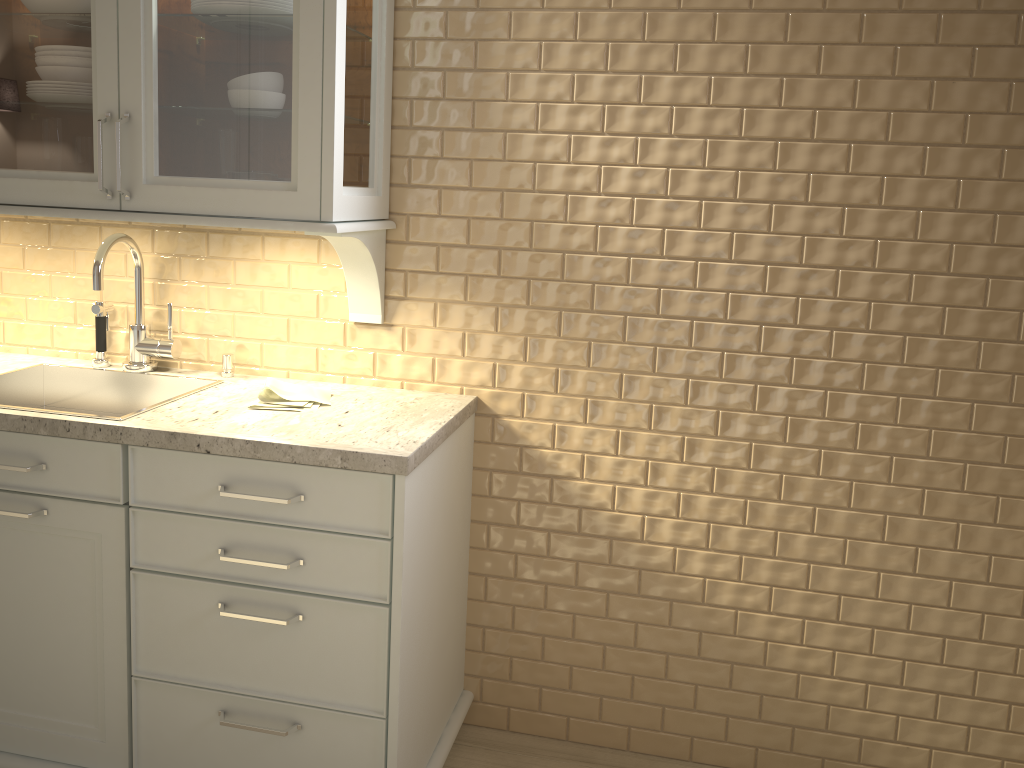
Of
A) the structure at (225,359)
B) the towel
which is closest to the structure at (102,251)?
the structure at (225,359)

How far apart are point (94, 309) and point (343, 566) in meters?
1.0 m

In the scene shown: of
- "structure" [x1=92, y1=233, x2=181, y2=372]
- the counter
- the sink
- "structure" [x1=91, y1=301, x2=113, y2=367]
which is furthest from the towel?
"structure" [x1=91, y1=301, x2=113, y2=367]

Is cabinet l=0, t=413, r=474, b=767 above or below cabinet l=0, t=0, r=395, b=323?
below

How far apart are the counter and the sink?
0.0 meters

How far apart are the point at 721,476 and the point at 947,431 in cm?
47

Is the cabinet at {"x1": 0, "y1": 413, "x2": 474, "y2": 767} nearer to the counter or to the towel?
the counter

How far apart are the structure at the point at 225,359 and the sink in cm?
6

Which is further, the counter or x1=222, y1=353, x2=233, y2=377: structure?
x1=222, y1=353, x2=233, y2=377: structure

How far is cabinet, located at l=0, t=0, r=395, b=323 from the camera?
1.7m
